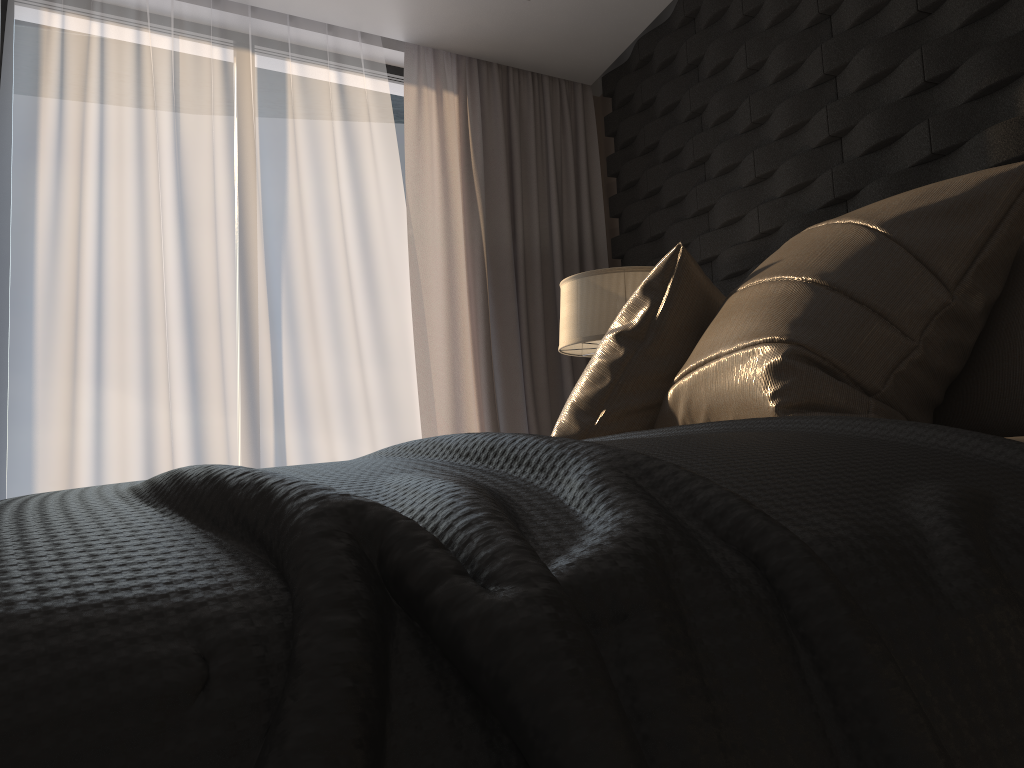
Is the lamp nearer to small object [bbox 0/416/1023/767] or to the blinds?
the blinds

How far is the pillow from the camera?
1.14m

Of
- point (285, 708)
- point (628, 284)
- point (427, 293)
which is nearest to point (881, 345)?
point (285, 708)

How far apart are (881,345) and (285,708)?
1.1m

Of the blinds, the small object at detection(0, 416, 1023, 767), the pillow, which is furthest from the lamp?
the small object at detection(0, 416, 1023, 767)

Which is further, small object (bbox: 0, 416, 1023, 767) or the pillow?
the pillow

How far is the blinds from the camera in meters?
3.8 m

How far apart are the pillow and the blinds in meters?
2.1 m

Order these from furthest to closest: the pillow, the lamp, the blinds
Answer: the blinds → the lamp → the pillow

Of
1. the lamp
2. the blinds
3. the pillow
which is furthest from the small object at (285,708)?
the blinds
